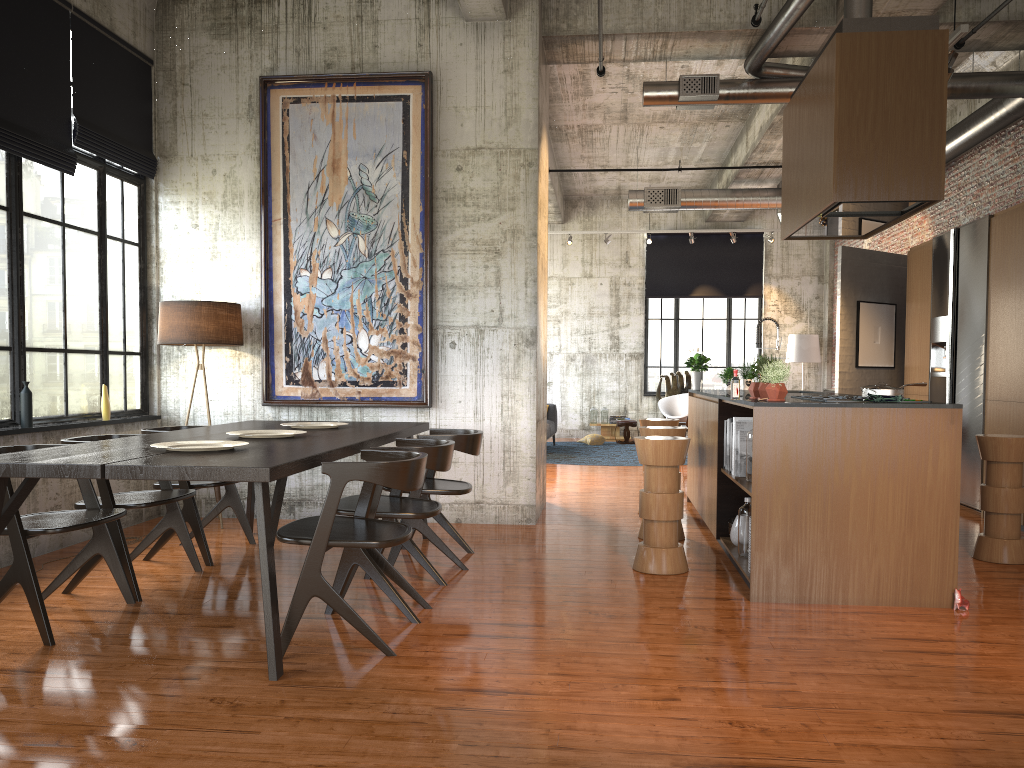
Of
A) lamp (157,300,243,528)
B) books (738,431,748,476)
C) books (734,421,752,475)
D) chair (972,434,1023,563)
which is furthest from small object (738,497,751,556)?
lamp (157,300,243,528)

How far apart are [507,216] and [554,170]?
6.08m

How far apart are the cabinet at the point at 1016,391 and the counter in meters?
2.1

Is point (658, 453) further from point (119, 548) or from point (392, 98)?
point (392, 98)

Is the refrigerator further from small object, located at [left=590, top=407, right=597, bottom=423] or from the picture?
small object, located at [left=590, top=407, right=597, bottom=423]

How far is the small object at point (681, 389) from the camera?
18.72m

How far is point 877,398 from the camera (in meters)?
5.64

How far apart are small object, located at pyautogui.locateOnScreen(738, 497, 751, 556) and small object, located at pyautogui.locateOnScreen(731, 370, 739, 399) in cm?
92

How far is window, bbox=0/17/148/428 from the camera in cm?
669

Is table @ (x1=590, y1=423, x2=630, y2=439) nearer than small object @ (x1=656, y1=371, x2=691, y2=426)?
No
